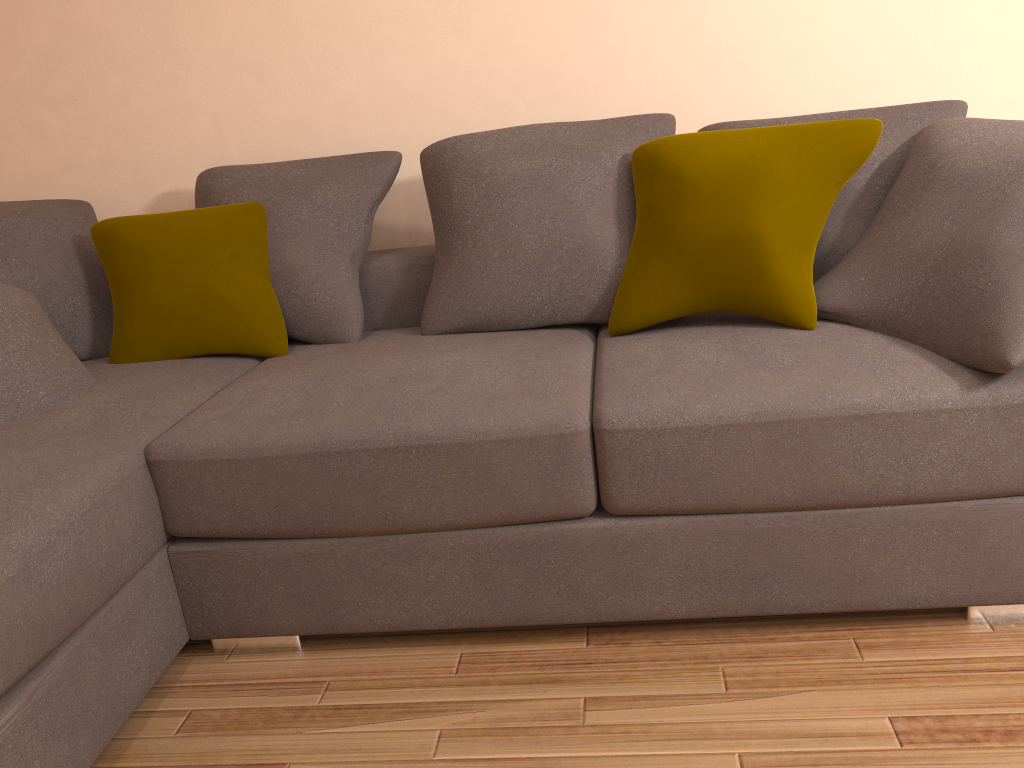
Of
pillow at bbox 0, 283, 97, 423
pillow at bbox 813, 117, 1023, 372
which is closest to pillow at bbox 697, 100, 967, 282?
pillow at bbox 813, 117, 1023, 372

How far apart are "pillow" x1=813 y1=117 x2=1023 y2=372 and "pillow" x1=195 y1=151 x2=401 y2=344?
1.3m

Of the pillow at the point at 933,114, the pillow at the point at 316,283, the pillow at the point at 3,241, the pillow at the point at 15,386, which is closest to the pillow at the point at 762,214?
the pillow at the point at 933,114

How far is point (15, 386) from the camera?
2.17m

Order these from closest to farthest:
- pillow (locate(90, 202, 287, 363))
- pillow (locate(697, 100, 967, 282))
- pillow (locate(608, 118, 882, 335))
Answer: pillow (locate(608, 118, 882, 335)) → pillow (locate(697, 100, 967, 282)) → pillow (locate(90, 202, 287, 363))

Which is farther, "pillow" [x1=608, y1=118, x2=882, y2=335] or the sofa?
"pillow" [x1=608, y1=118, x2=882, y2=335]

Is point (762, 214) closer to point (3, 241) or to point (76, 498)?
point (76, 498)

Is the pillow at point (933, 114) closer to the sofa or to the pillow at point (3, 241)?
the sofa

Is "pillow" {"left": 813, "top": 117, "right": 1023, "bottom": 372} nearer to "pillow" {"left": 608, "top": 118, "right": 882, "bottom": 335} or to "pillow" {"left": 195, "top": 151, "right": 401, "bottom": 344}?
"pillow" {"left": 608, "top": 118, "right": 882, "bottom": 335}

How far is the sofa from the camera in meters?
1.7 m
